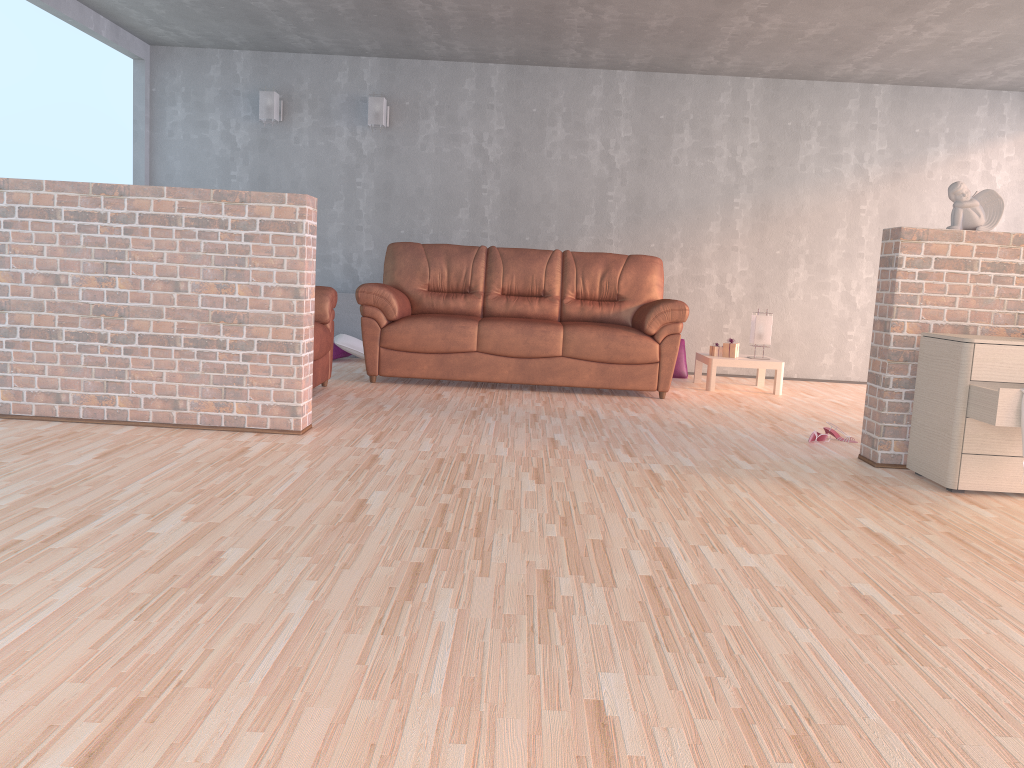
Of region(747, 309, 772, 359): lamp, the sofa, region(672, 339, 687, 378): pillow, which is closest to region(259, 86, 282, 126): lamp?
the sofa

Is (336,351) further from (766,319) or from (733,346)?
(766,319)

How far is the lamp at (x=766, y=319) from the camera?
6.6 meters

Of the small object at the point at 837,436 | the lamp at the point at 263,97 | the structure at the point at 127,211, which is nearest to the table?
the small object at the point at 837,436

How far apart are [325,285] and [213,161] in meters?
1.4 m

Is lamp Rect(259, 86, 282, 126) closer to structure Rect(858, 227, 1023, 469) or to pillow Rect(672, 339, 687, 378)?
pillow Rect(672, 339, 687, 378)

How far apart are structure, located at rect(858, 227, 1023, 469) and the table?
2.4 meters

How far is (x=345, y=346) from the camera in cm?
701

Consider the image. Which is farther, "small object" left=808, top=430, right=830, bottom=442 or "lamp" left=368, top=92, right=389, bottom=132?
"lamp" left=368, top=92, right=389, bottom=132

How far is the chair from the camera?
5.13m
